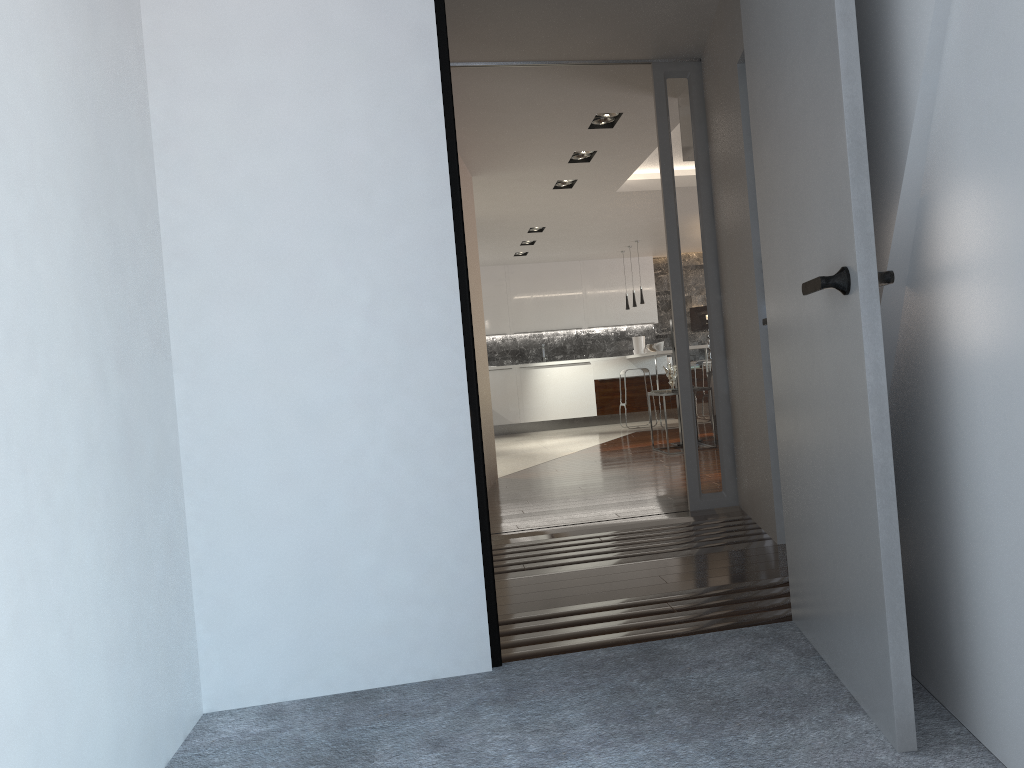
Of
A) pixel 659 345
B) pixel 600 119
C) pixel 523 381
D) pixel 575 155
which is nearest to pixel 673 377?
pixel 575 155

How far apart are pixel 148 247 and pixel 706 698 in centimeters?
181cm

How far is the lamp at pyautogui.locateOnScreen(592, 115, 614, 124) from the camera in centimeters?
594cm

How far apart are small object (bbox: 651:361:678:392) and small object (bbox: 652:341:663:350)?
3.3 meters

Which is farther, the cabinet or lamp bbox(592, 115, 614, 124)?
the cabinet

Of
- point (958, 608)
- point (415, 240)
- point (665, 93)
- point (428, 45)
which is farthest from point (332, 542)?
point (665, 93)

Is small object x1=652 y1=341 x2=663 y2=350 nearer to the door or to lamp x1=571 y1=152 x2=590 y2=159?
lamp x1=571 y1=152 x2=590 y2=159

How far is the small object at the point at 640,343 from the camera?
13.1 meters

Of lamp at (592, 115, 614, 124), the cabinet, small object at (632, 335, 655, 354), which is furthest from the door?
small object at (632, 335, 655, 354)

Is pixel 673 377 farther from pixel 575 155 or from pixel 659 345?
pixel 659 345
